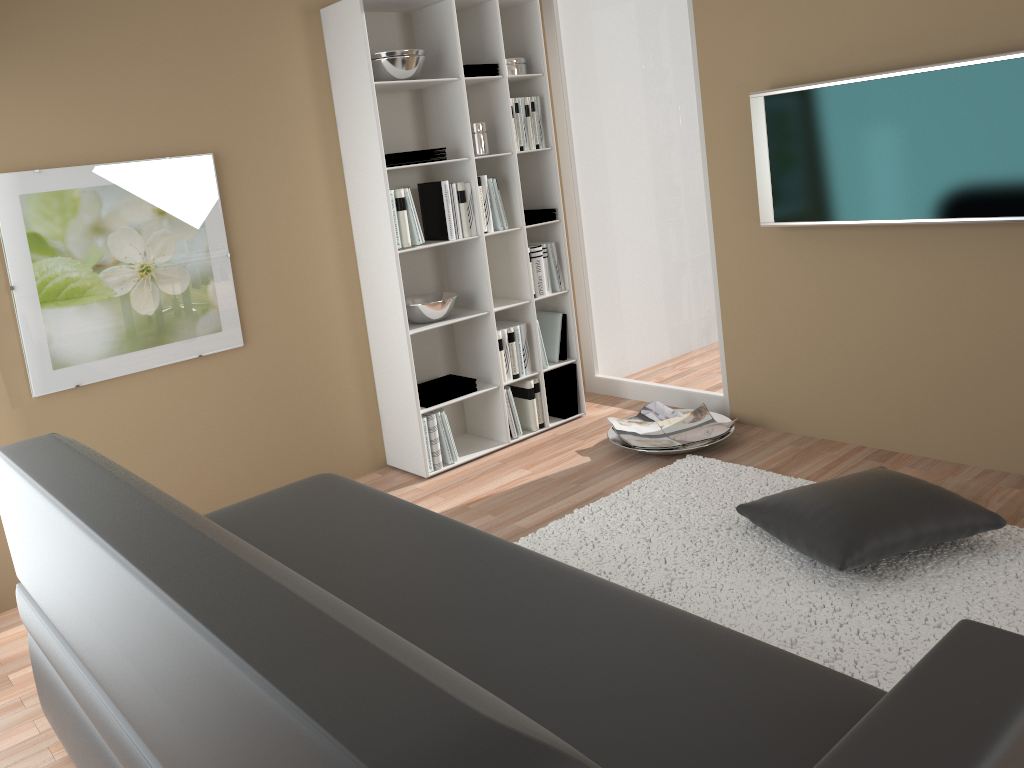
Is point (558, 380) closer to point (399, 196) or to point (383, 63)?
point (399, 196)

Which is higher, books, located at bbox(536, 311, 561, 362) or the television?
the television

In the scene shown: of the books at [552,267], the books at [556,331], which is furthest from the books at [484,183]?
the books at [556,331]

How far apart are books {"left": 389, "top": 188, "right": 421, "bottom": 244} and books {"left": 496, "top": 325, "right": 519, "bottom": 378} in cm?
68

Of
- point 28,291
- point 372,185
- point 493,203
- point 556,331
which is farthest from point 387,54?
point 28,291

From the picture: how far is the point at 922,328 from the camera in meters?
3.5

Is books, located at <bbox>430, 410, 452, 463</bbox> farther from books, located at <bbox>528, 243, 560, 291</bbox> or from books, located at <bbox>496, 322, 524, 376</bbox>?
books, located at <bbox>528, 243, 560, 291</bbox>

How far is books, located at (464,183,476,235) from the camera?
4.05m

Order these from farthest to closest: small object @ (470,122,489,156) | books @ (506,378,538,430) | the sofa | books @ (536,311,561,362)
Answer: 1. books @ (536,311,561,362)
2. books @ (506,378,538,430)
3. small object @ (470,122,489,156)
4. the sofa

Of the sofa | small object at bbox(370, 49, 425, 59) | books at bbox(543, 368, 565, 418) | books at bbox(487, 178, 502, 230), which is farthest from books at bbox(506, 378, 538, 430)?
the sofa
